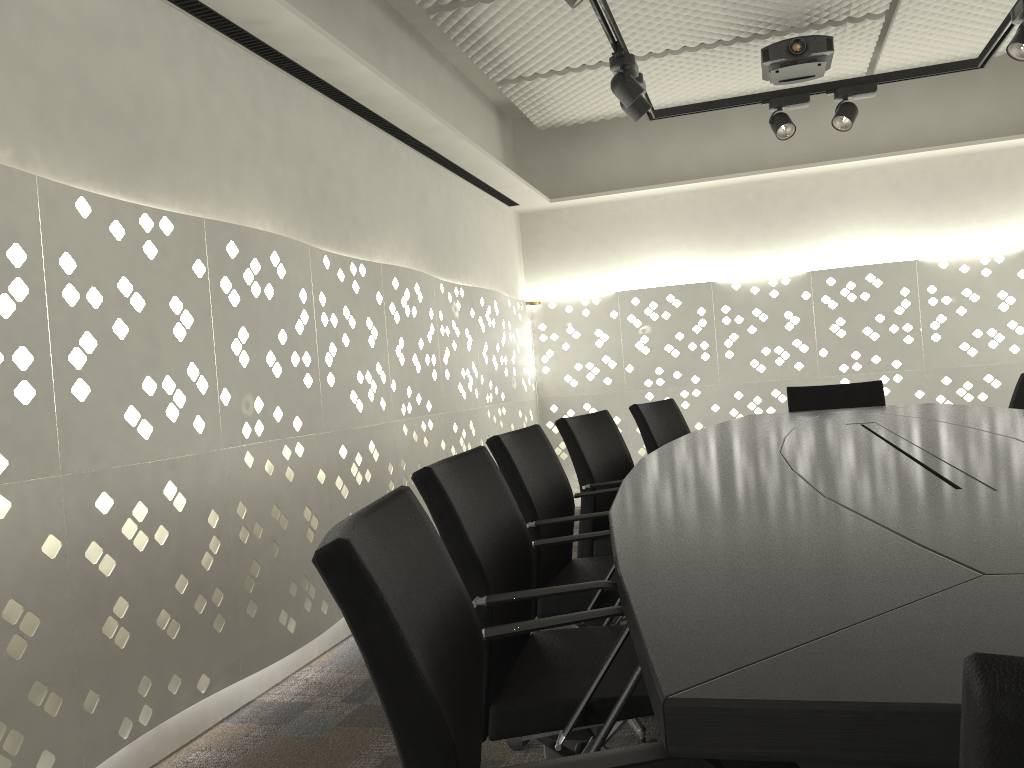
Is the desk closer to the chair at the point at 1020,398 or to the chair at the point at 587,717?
the chair at the point at 587,717

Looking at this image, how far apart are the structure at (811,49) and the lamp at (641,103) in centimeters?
102cm

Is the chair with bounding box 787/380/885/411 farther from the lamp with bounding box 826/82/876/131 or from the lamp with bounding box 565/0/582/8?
Result: the lamp with bounding box 565/0/582/8

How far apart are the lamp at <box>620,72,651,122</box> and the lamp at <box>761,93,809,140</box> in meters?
0.8

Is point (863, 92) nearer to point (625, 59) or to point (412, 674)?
point (625, 59)

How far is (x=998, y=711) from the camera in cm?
34

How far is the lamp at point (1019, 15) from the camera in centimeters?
311cm

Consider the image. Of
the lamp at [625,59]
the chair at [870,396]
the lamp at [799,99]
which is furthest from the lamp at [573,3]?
the chair at [870,396]

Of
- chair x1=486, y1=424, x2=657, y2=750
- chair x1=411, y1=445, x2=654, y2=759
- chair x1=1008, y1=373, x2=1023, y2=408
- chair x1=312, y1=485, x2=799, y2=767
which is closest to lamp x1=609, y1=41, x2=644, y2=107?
chair x1=486, y1=424, x2=657, y2=750

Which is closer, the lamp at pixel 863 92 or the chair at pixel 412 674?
the chair at pixel 412 674
